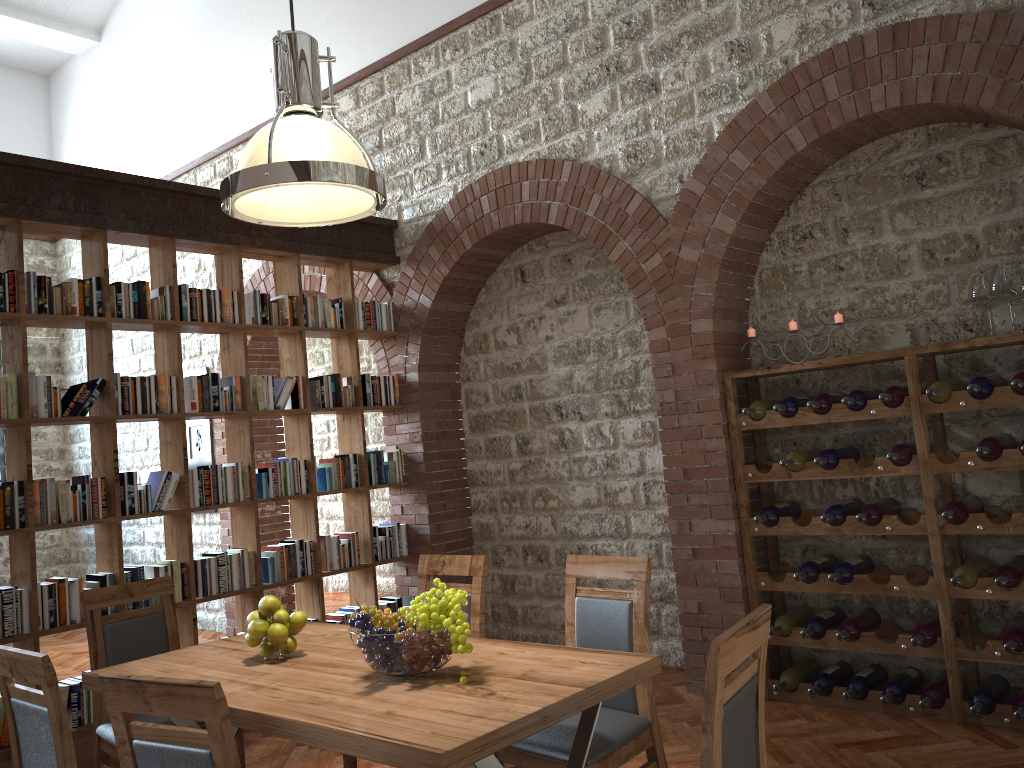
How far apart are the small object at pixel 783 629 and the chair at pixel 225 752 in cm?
324

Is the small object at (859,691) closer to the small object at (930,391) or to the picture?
the small object at (930,391)

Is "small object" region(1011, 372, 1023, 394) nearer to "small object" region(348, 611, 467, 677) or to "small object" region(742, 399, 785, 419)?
"small object" region(742, 399, 785, 419)

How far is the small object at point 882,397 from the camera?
4.1 meters

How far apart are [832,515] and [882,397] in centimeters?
64cm

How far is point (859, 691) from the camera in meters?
4.3

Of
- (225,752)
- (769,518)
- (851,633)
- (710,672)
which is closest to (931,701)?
(851,633)

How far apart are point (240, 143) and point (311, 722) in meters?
6.6

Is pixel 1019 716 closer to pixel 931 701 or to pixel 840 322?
pixel 931 701

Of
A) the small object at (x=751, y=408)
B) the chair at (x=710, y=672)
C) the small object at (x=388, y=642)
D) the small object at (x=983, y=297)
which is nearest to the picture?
the small object at (x=751, y=408)
